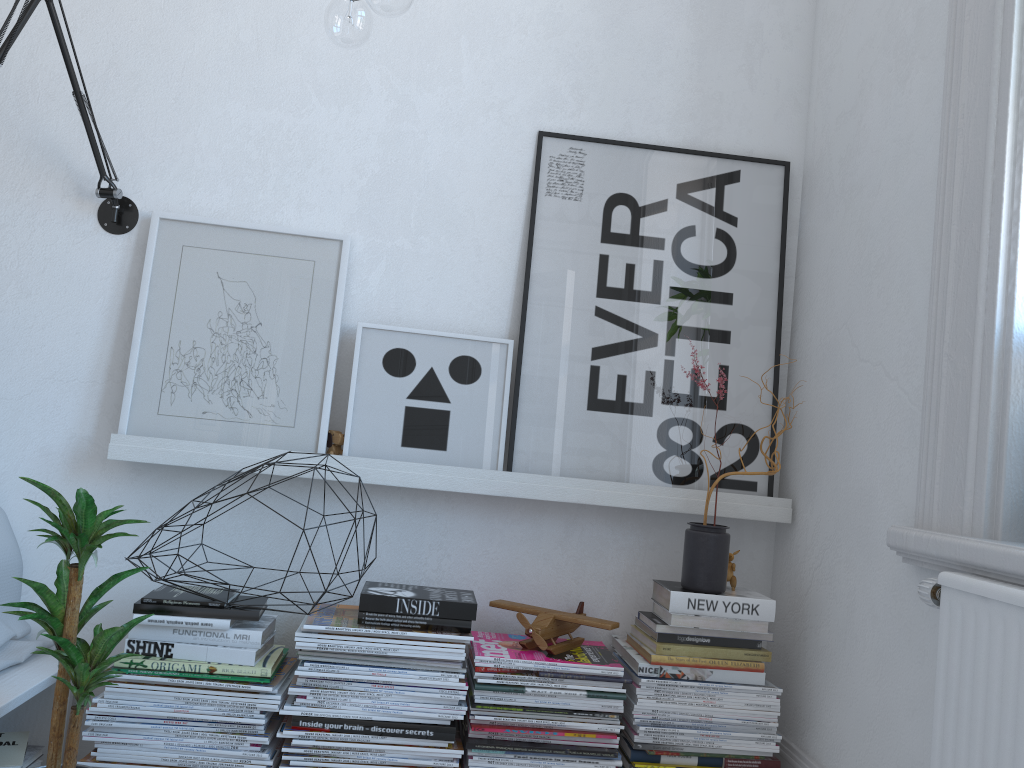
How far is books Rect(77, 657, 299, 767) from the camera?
1.69m

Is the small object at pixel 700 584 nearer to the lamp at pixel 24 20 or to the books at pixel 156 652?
the books at pixel 156 652

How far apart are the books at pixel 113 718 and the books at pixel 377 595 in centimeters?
22cm

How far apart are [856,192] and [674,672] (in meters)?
1.10

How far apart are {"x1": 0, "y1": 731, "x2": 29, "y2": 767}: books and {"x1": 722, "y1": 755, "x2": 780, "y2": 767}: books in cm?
137

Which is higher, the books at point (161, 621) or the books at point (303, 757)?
the books at point (161, 621)

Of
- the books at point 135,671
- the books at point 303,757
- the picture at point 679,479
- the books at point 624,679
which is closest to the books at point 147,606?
the books at point 135,671

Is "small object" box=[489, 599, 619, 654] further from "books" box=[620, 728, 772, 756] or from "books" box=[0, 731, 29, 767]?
"books" box=[0, 731, 29, 767]

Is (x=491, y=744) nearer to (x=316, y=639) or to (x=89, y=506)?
(x=316, y=639)

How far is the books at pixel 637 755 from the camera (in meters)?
1.80
